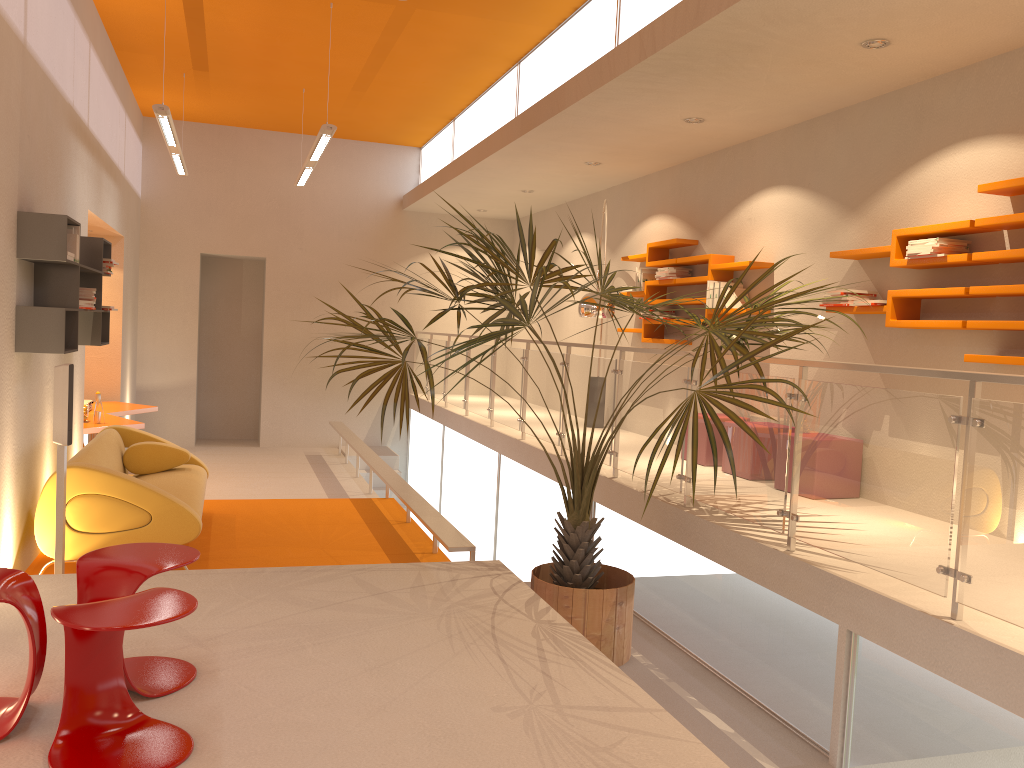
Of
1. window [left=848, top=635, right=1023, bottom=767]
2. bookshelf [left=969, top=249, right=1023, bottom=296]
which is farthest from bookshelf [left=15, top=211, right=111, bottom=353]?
bookshelf [left=969, top=249, right=1023, bottom=296]

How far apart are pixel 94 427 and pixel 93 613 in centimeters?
564cm

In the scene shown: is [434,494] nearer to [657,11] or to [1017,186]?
[657,11]

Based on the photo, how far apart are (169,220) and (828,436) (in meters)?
10.03

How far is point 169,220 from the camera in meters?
11.7 m

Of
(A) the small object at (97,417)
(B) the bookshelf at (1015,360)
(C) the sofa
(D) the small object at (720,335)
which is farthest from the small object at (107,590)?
(A) the small object at (97,417)

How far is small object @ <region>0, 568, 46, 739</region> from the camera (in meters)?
2.72

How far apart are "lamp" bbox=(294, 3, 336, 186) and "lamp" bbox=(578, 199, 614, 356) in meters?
2.5

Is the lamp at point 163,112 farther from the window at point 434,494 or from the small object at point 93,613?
the small object at point 93,613

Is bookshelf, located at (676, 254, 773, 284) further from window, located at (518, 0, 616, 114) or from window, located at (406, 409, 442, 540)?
Answer: window, located at (406, 409, 442, 540)
